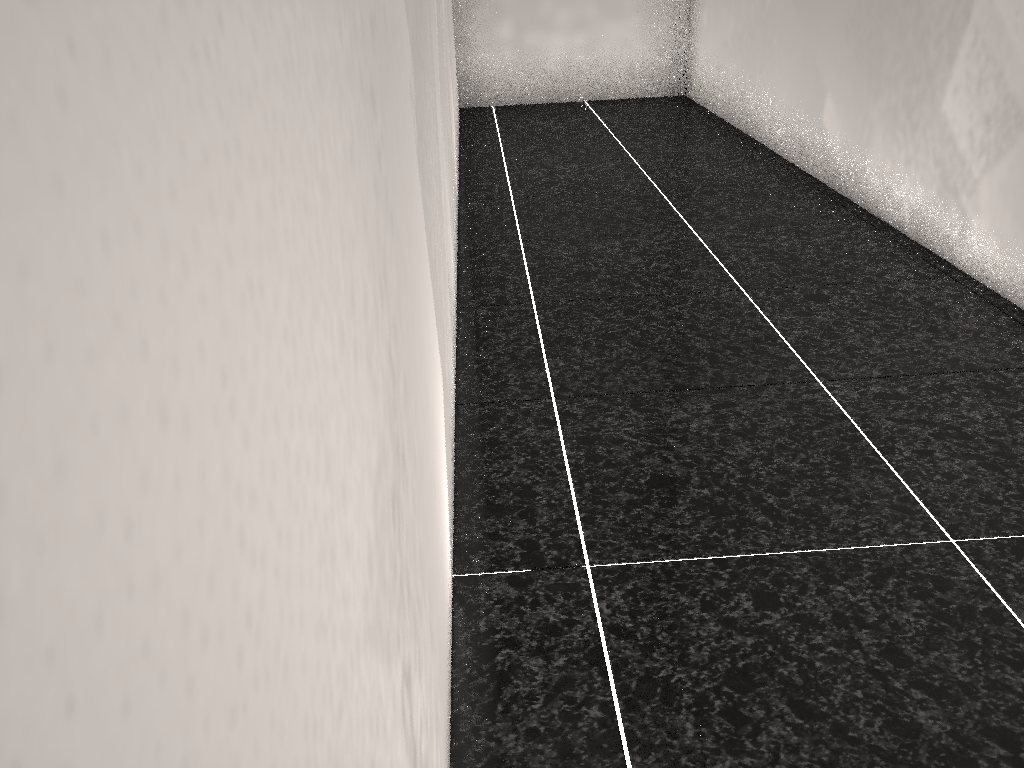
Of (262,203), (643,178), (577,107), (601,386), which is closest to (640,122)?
(577,107)
